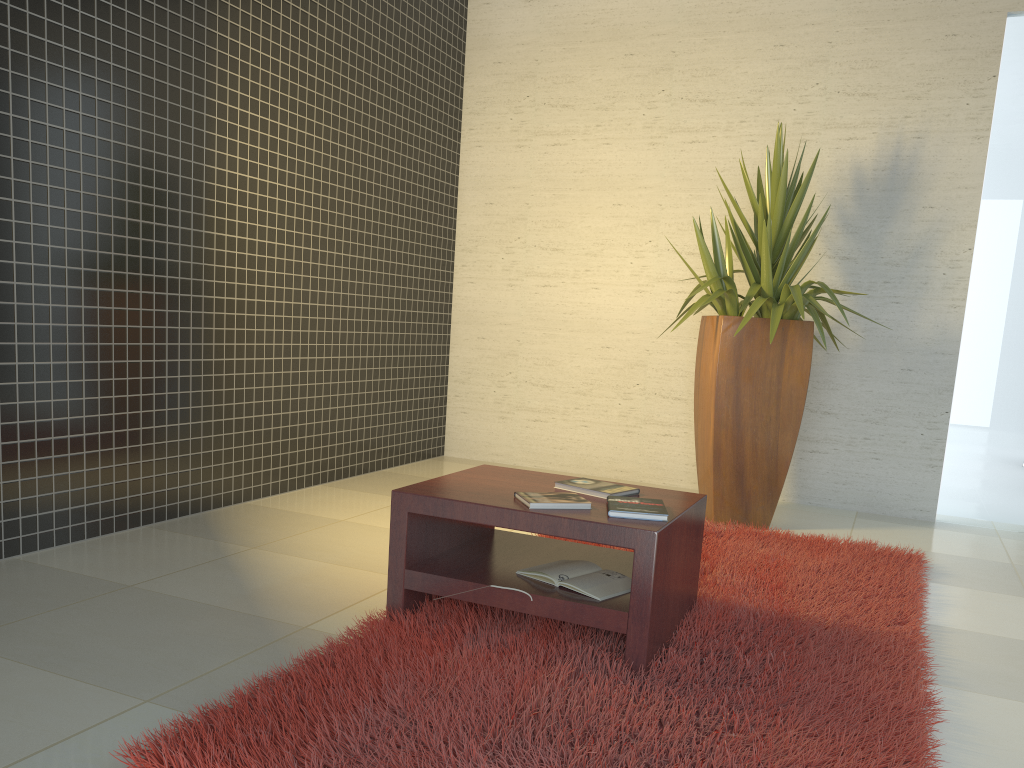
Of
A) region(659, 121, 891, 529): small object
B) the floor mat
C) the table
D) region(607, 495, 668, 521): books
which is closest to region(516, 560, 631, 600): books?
the table

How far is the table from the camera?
2.41m

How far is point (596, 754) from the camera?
1.92m

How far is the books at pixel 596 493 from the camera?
2.8 meters

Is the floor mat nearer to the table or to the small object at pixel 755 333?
the table

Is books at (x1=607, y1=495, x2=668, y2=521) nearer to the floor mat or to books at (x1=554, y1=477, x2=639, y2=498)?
books at (x1=554, y1=477, x2=639, y2=498)

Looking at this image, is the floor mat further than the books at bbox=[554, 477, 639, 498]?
No

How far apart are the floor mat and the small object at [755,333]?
0.2 meters

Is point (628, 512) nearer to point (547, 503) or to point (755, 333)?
point (547, 503)

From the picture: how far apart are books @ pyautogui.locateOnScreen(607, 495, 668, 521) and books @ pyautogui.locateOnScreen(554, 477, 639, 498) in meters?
0.1
